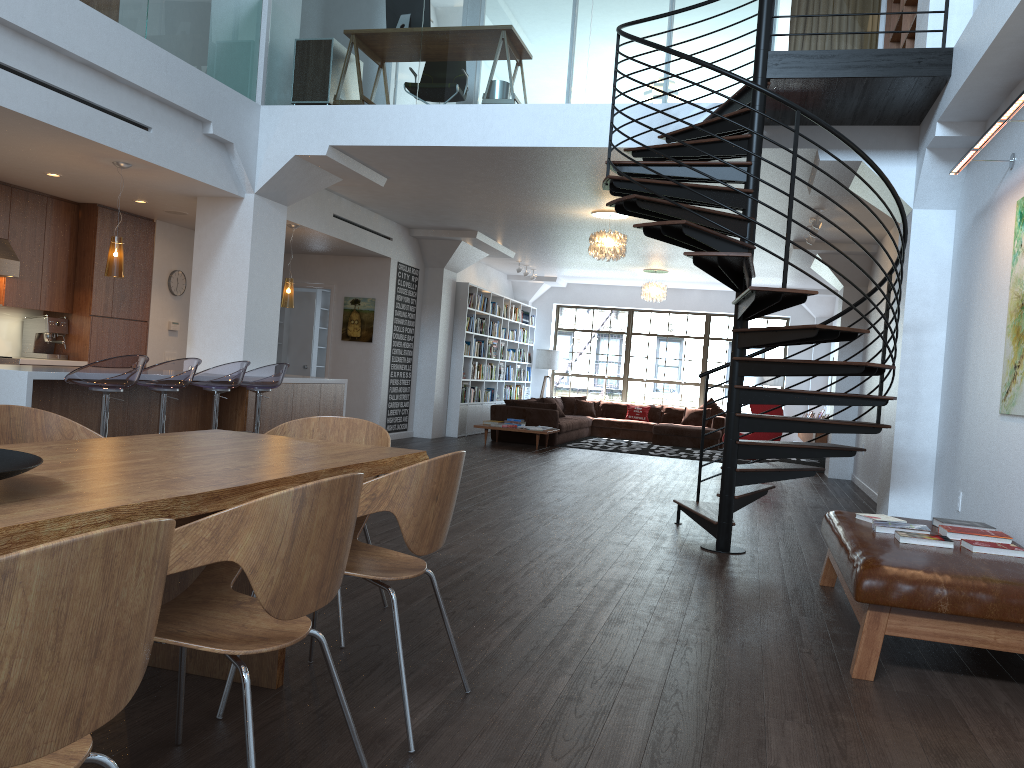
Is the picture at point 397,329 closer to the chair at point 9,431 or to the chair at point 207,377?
the chair at point 207,377

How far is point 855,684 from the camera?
3.38m

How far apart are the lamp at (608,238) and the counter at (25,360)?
5.7 meters

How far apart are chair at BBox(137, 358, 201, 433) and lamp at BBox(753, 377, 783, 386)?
12.35m

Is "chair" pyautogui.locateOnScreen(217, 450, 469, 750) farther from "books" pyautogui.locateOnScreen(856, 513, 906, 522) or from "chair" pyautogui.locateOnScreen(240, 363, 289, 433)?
"chair" pyautogui.locateOnScreen(240, 363, 289, 433)

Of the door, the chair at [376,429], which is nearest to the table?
the chair at [376,429]

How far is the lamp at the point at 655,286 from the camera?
15.0 meters

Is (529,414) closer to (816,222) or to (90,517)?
(816,222)

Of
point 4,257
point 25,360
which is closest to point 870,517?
point 25,360

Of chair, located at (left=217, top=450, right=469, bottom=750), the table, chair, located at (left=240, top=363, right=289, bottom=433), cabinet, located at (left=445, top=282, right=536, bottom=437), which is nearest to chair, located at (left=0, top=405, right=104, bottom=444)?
the table
